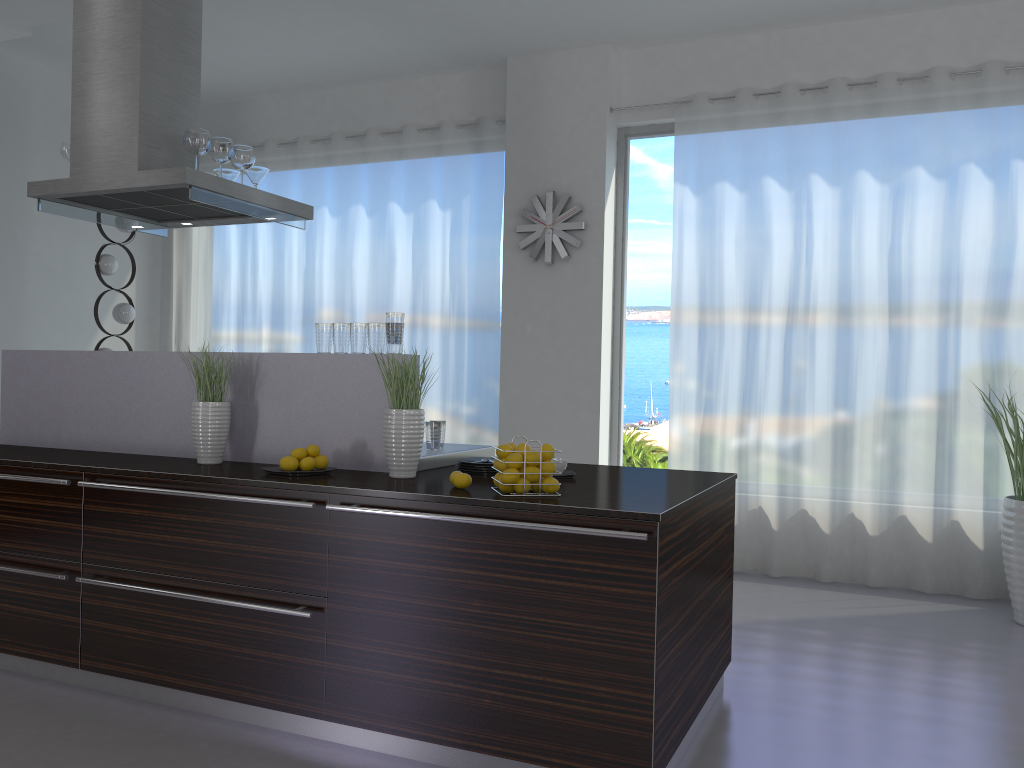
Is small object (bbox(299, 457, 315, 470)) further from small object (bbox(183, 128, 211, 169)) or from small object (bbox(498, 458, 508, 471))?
small object (bbox(183, 128, 211, 169))

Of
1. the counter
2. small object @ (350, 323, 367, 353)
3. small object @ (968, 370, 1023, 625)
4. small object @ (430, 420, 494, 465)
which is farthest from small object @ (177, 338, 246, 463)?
small object @ (968, 370, 1023, 625)

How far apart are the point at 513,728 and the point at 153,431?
2.1m

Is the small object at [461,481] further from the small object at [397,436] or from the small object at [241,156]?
the small object at [241,156]

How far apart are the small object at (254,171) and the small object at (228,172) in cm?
13

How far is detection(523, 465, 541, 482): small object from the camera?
2.8m

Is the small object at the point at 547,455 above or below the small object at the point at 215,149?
below

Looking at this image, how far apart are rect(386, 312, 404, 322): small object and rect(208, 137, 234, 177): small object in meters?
1.4 m

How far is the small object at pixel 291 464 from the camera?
3.17m

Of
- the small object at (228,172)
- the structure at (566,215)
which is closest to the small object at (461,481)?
the small object at (228,172)
